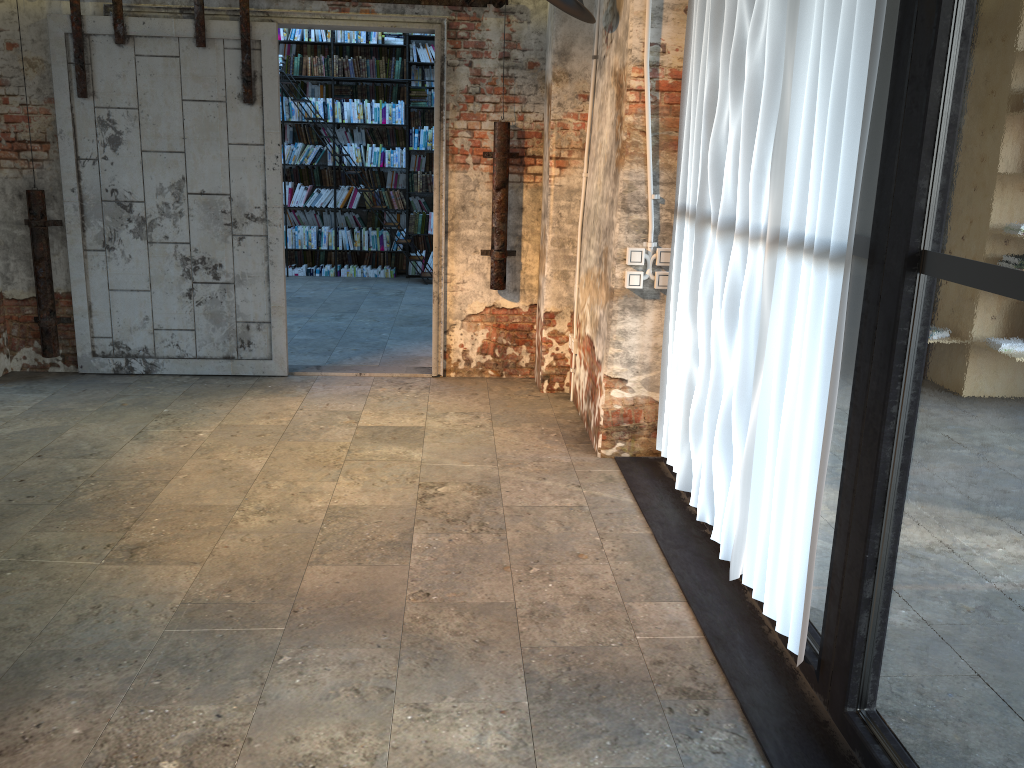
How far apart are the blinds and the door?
1.91m

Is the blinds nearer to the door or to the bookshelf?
the door

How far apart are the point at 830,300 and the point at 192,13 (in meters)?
4.83

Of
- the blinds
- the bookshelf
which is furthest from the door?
the bookshelf

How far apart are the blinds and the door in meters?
1.9 m

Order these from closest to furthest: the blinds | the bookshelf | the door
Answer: the blinds, the door, the bookshelf

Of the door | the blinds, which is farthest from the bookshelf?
the blinds

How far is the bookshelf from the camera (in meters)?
10.37

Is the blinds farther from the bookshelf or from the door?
the bookshelf

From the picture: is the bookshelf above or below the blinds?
above
